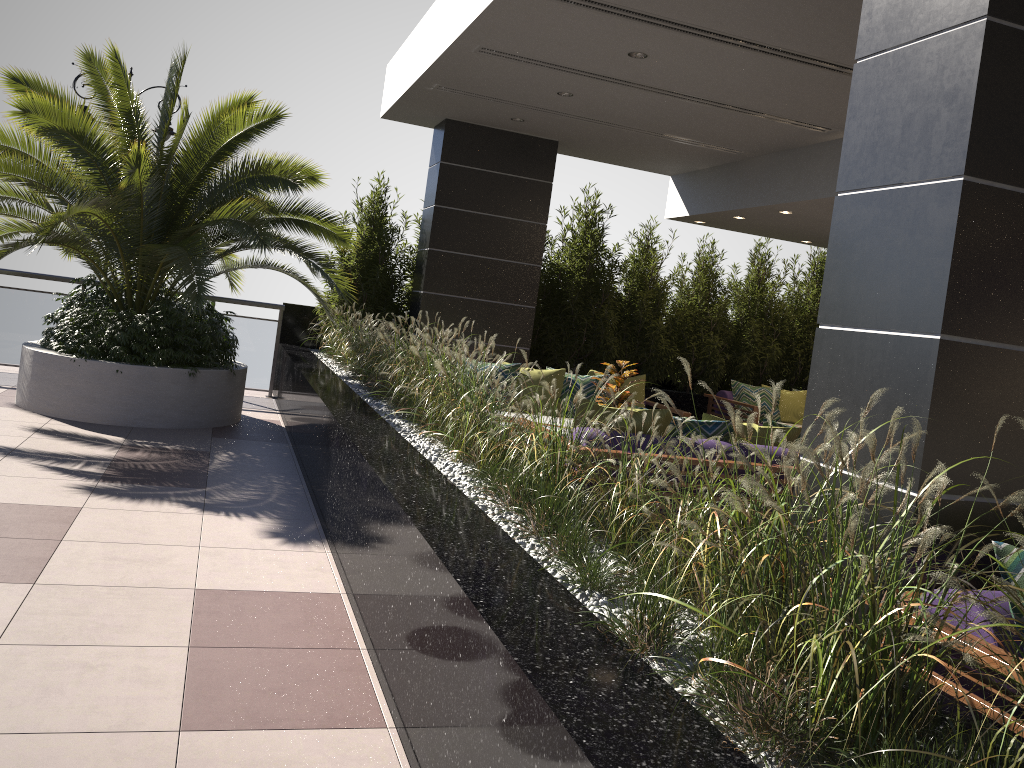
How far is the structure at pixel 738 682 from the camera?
1.6 meters

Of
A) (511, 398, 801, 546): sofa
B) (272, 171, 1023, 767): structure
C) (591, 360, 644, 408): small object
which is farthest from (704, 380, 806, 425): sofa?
(511, 398, 801, 546): sofa

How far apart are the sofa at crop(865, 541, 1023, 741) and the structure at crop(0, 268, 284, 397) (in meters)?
8.61

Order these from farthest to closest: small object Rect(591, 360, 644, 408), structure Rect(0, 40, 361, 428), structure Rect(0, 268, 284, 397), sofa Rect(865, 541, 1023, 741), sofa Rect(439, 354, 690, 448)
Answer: structure Rect(0, 268, 284, 397), sofa Rect(439, 354, 690, 448), structure Rect(0, 40, 361, 428), small object Rect(591, 360, 644, 408), sofa Rect(865, 541, 1023, 741)

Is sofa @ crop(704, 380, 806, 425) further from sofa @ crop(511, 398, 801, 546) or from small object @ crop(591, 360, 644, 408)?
sofa @ crop(511, 398, 801, 546)

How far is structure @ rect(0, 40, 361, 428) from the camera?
6.8 meters

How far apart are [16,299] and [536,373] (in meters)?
5.57

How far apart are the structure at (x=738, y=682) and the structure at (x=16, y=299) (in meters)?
0.15

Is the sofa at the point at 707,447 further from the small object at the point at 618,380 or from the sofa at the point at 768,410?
the sofa at the point at 768,410

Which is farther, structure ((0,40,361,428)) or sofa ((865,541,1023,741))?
structure ((0,40,361,428))
